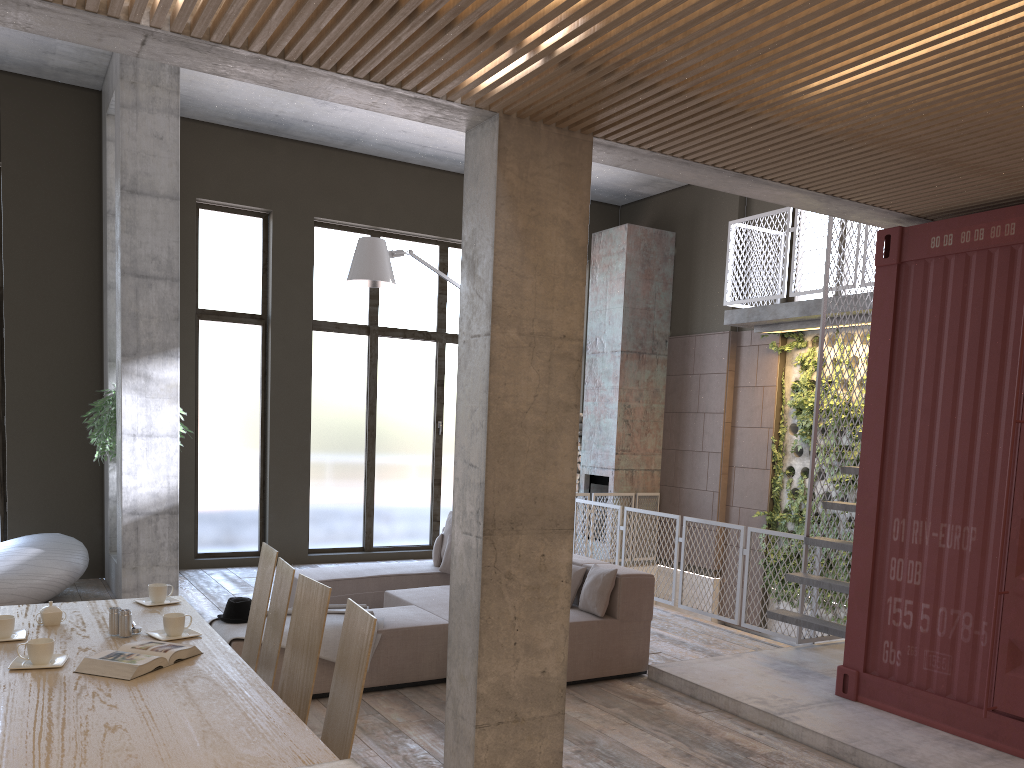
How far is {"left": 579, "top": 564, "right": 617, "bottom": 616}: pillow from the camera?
6.2 meters

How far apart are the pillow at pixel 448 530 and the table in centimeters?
409cm

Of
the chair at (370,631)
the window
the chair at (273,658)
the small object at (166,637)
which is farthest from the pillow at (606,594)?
the window

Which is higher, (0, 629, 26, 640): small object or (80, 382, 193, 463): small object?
(80, 382, 193, 463): small object

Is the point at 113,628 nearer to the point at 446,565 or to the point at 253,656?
the point at 253,656

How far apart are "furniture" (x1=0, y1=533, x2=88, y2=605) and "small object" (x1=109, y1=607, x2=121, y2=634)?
4.6m

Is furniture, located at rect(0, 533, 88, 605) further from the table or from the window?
the table

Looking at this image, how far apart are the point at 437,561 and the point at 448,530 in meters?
0.3

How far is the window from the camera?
10.6m

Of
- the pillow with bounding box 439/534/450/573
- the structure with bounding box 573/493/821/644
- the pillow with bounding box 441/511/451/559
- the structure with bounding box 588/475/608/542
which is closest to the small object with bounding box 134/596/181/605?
the pillow with bounding box 439/534/450/573
